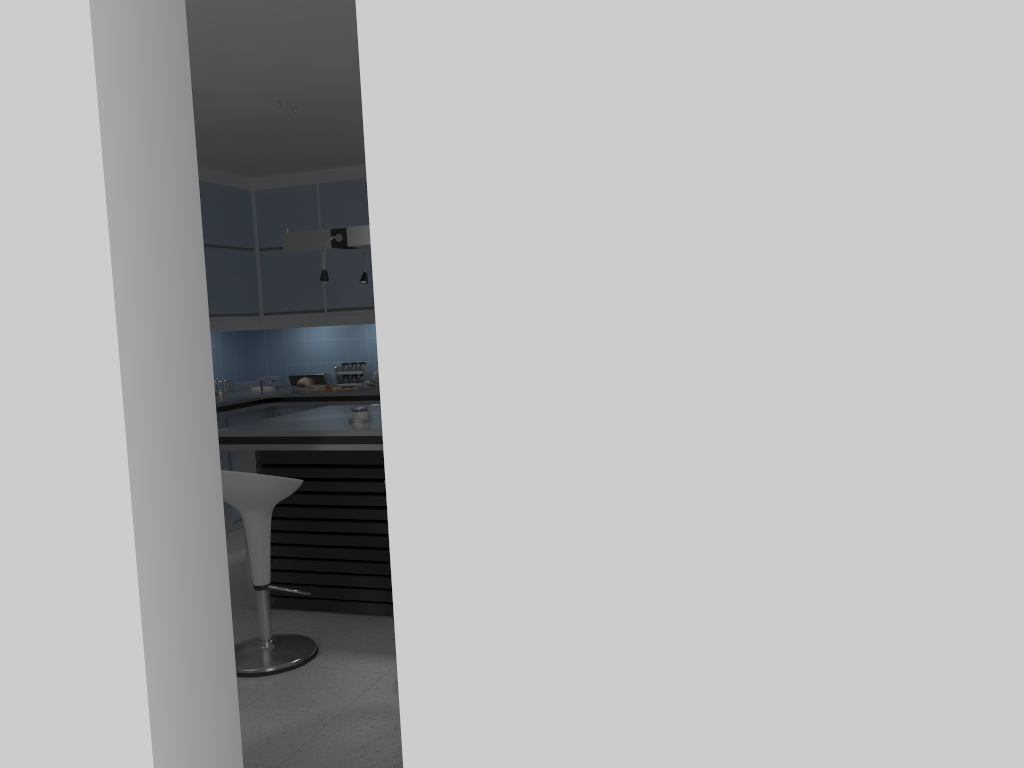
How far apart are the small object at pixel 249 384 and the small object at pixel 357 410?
3.13m

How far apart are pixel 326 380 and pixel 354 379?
0.3m

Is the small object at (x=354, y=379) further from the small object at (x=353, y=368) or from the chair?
the chair

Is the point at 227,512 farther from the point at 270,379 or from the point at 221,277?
the point at 221,277

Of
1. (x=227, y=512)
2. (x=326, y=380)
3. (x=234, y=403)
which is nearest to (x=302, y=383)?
(x=326, y=380)

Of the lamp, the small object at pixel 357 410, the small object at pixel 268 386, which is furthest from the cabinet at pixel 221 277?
the small object at pixel 357 410

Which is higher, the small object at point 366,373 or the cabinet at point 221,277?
the cabinet at point 221,277

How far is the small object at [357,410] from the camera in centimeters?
463cm

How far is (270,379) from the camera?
7.51m

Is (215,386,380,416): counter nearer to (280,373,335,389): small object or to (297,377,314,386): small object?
(297,377,314,386): small object
